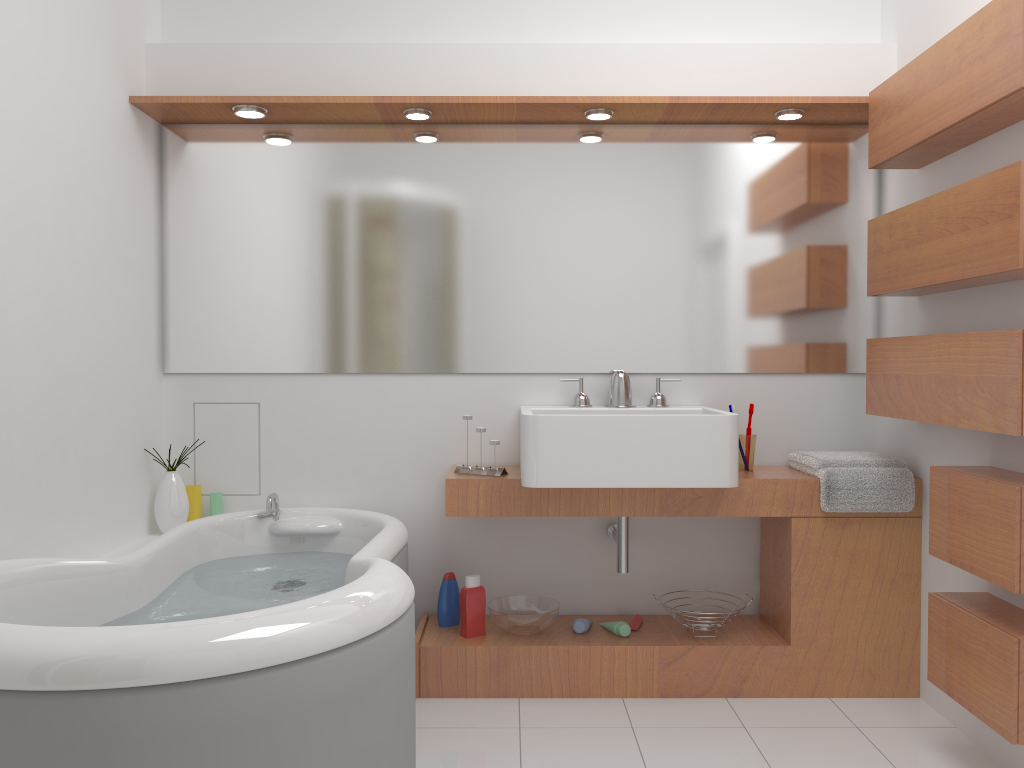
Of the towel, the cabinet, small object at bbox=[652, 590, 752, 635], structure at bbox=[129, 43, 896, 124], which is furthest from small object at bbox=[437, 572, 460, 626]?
structure at bbox=[129, 43, 896, 124]

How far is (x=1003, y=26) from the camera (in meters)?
2.08

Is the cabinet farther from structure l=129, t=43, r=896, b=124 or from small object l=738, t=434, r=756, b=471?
structure l=129, t=43, r=896, b=124

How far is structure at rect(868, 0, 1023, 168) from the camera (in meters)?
2.08

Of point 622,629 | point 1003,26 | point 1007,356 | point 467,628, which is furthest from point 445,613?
point 1003,26

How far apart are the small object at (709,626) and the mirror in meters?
0.9 m

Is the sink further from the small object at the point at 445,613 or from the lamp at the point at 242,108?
the lamp at the point at 242,108

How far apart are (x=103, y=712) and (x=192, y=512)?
1.87m

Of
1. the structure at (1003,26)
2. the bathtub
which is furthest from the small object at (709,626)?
the structure at (1003,26)

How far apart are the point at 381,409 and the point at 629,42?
1.6 meters
